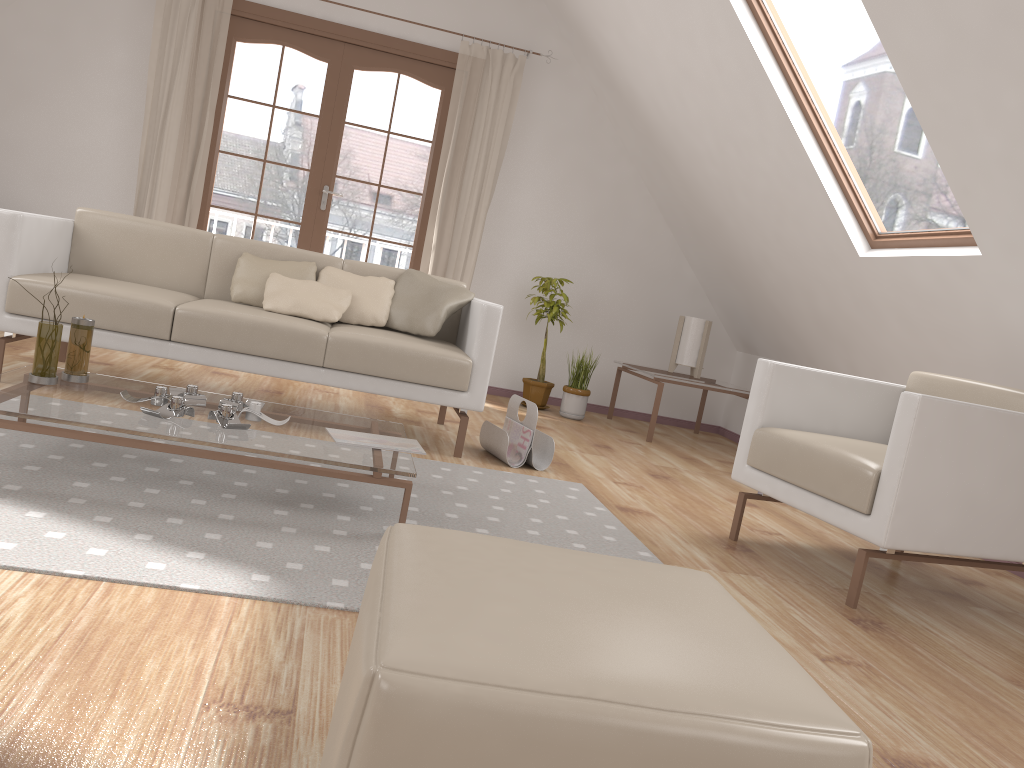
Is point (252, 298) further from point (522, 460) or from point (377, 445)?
point (377, 445)

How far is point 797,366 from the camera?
3.1 meters

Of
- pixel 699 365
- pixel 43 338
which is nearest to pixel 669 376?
pixel 699 365

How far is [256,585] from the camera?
1.8m

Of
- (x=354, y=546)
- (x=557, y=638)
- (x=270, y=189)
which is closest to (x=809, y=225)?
(x=354, y=546)

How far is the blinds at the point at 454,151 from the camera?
5.57m

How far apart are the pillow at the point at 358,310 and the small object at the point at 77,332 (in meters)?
1.33

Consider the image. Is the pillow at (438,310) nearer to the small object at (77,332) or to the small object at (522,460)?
the small object at (522,460)

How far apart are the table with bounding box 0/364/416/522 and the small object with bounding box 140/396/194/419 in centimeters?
2cm

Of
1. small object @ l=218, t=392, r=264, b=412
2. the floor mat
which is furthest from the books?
small object @ l=218, t=392, r=264, b=412
